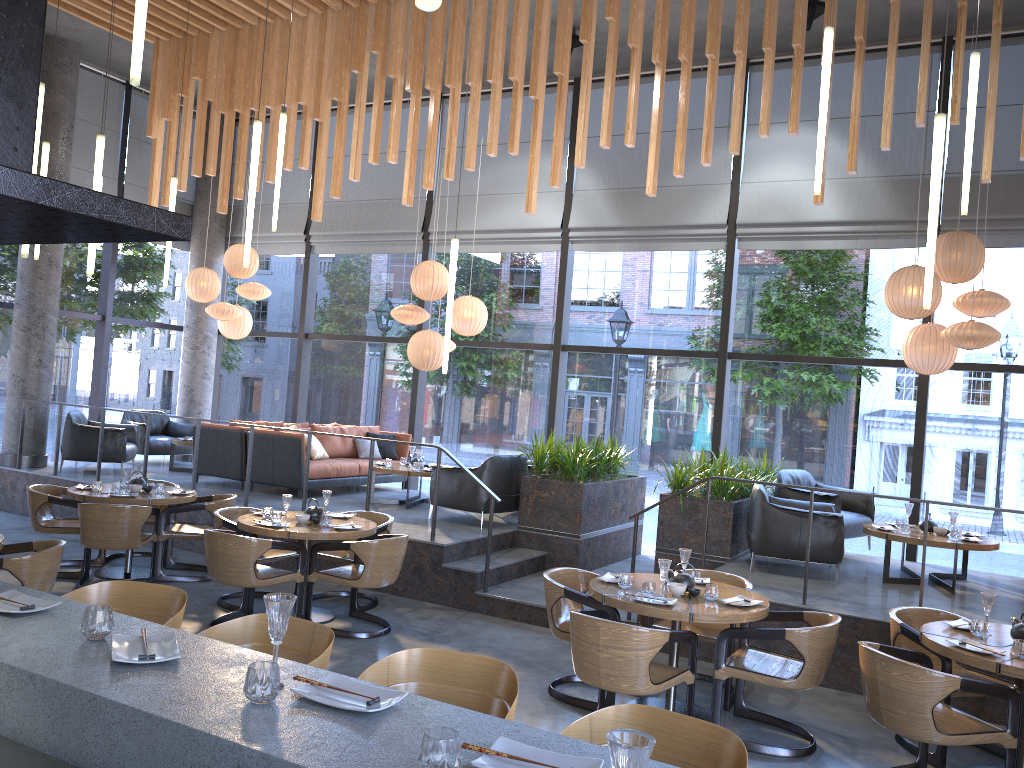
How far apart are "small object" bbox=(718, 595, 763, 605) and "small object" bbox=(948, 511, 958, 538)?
3.2m

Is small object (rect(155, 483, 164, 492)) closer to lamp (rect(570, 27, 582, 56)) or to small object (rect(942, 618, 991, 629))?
lamp (rect(570, 27, 582, 56))

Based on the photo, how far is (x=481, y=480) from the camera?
8.9m

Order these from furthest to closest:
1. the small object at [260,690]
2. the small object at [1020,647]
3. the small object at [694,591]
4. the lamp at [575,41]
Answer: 1. the lamp at [575,41]
2. the small object at [694,591]
3. the small object at [1020,647]
4. the small object at [260,690]

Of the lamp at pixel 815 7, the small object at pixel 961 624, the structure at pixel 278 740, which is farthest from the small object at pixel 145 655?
the lamp at pixel 815 7

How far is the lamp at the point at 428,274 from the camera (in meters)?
10.27

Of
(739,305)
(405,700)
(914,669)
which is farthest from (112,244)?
Answer: (739,305)

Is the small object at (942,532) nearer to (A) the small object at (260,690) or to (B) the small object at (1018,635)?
(B) the small object at (1018,635)

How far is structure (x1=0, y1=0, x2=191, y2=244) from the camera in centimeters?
247cm

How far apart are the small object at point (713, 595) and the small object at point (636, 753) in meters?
4.0
